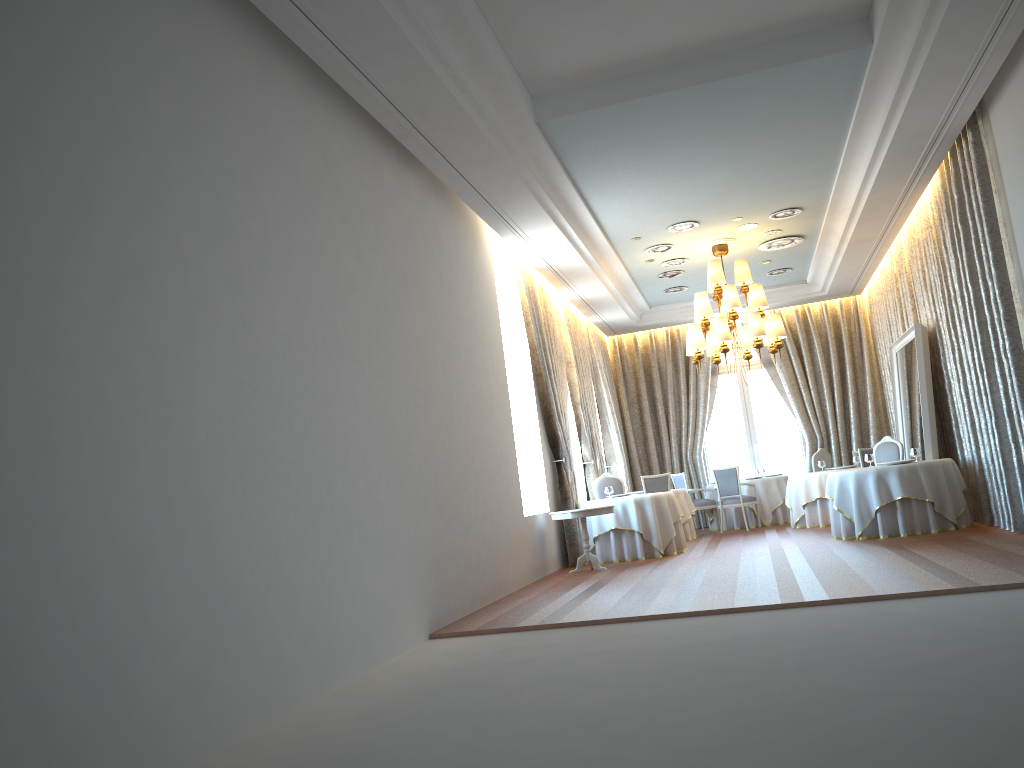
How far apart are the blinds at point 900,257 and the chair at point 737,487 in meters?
3.1

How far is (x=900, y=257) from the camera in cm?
1316

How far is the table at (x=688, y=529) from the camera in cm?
Result: 1445

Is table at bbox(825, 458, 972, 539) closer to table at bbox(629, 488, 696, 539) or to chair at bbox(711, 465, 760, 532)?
table at bbox(629, 488, 696, 539)

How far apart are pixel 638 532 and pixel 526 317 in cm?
323

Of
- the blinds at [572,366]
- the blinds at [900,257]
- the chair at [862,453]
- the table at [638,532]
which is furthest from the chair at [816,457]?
the table at [638,532]

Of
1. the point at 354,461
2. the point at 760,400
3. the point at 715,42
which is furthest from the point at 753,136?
the point at 760,400

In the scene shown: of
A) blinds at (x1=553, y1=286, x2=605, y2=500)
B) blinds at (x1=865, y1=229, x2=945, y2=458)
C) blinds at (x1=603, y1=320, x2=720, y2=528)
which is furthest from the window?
blinds at (x1=553, y1=286, x2=605, y2=500)

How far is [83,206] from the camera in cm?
390

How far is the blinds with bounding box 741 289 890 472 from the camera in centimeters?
1679cm
